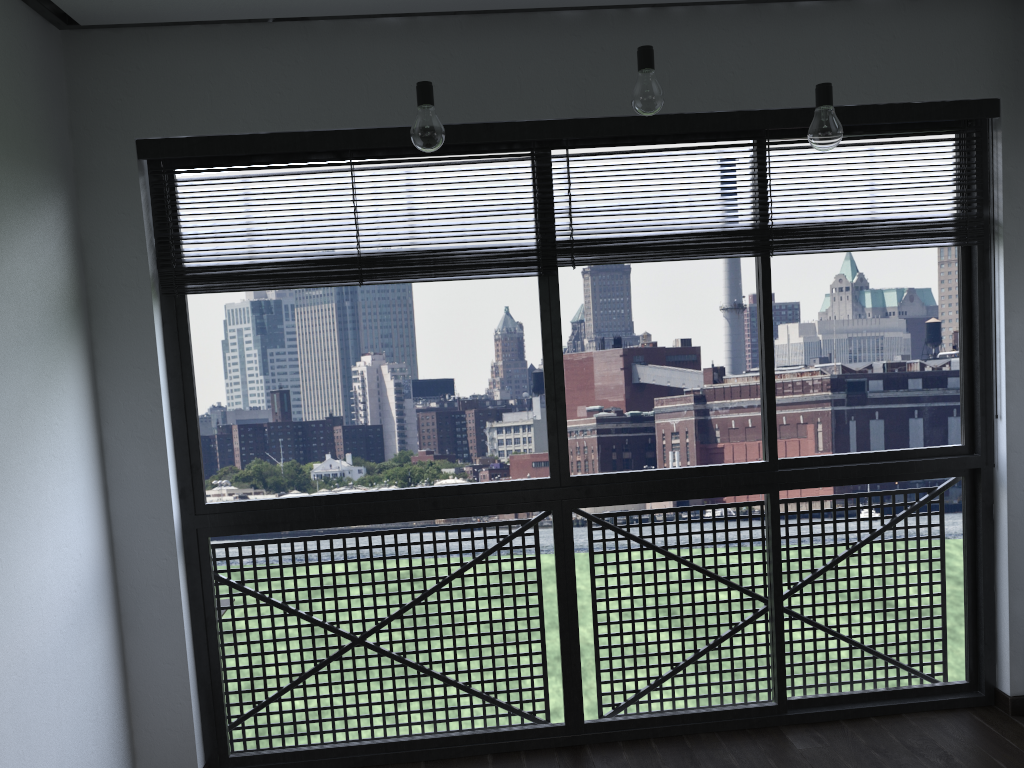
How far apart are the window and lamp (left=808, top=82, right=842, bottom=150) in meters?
0.6 m

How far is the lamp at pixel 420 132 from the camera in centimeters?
208cm

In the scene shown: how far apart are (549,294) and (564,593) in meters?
1.0 m

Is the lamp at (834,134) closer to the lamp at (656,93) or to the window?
the lamp at (656,93)

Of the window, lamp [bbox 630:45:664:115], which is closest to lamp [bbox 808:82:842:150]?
lamp [bbox 630:45:664:115]

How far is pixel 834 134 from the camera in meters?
2.1

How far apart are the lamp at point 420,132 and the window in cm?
64

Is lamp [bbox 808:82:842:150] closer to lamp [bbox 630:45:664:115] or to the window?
lamp [bbox 630:45:664:115]

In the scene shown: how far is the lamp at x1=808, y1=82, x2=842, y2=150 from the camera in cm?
215

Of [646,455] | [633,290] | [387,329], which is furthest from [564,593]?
[387,329]
